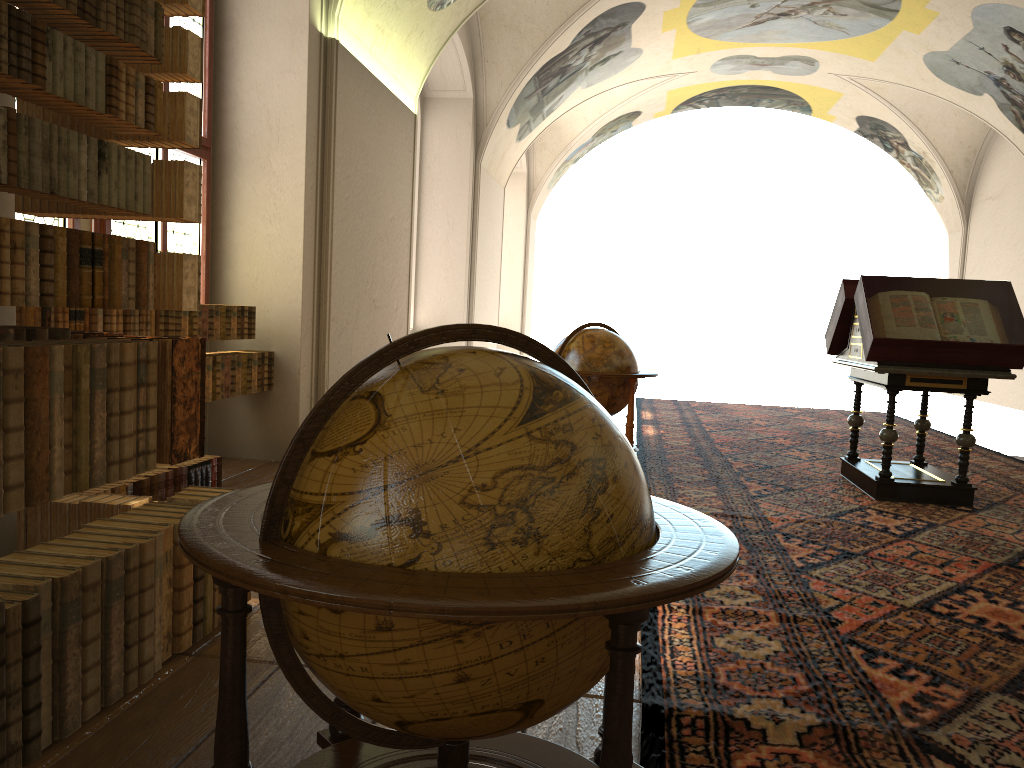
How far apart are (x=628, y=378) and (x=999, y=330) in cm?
311

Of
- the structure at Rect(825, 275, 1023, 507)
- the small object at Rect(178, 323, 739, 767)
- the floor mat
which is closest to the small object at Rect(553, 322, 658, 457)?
the floor mat

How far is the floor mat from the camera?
3.13m

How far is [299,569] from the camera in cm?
162

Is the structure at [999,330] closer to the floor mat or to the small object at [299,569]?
the floor mat

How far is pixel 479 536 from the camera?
1.7m

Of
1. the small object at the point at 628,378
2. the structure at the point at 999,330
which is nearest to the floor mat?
the structure at the point at 999,330

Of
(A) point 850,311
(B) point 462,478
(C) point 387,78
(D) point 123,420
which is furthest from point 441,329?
(C) point 387,78

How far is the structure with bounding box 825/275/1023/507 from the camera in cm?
729

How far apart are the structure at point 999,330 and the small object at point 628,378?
1.9m
